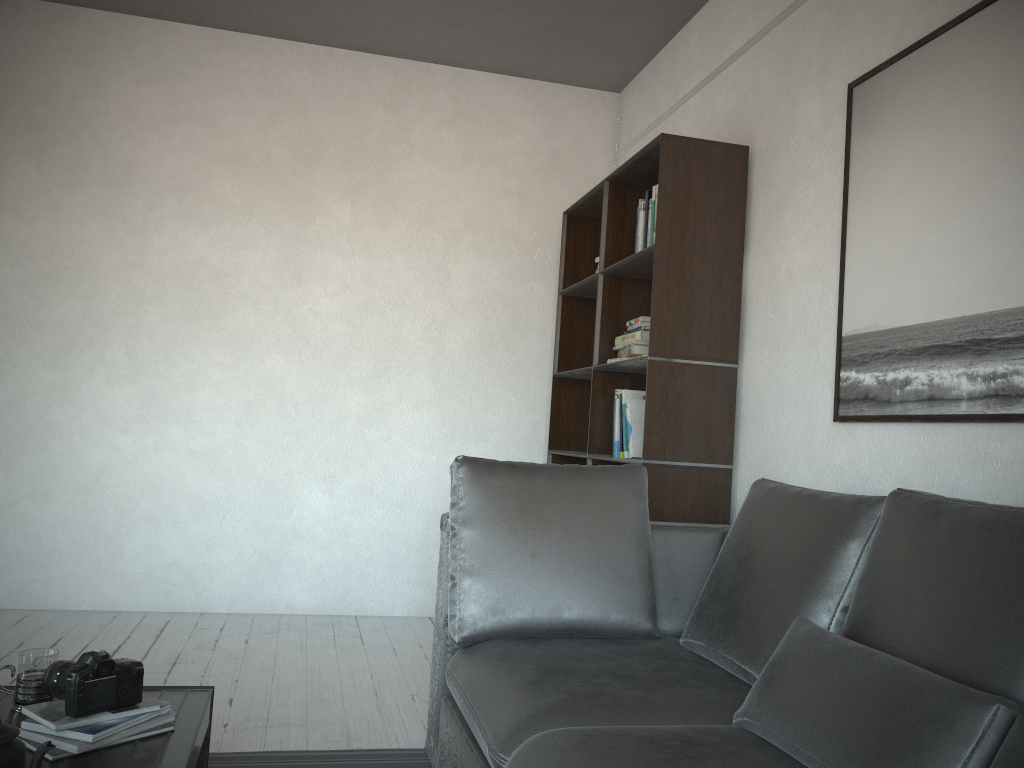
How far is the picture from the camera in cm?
207

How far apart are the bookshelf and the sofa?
0.4 meters

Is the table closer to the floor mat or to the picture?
the floor mat

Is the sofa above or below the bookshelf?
below

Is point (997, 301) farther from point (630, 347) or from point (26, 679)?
point (26, 679)

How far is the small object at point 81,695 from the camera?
1.7m

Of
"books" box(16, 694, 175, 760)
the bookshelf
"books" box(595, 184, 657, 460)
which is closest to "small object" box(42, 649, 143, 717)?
"books" box(16, 694, 175, 760)

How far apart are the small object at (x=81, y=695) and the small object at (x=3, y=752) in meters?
0.3 m

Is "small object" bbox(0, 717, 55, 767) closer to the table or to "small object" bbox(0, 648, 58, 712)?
the table

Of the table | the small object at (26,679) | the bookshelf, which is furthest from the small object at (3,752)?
the bookshelf
